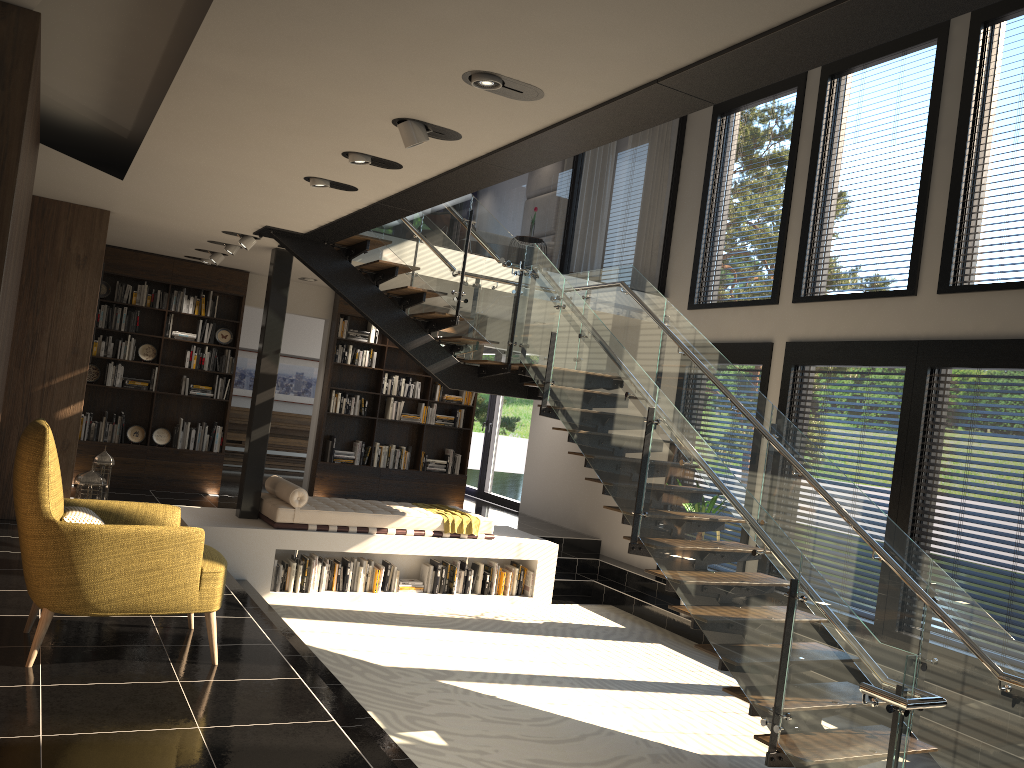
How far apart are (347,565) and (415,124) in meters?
5.3

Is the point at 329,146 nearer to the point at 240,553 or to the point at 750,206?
the point at 240,553

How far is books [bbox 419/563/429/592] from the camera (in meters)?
8.88

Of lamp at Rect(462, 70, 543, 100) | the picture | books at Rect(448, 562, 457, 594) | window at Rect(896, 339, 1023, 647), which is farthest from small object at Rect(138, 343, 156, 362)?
window at Rect(896, 339, 1023, 647)

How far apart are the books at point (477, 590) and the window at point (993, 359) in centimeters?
407cm

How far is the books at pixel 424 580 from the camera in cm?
888

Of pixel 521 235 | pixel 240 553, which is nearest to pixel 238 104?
pixel 240 553

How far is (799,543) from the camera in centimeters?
623cm

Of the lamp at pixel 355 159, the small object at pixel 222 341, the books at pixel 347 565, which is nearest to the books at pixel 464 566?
the books at pixel 347 565

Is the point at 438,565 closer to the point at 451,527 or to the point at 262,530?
the point at 451,527
